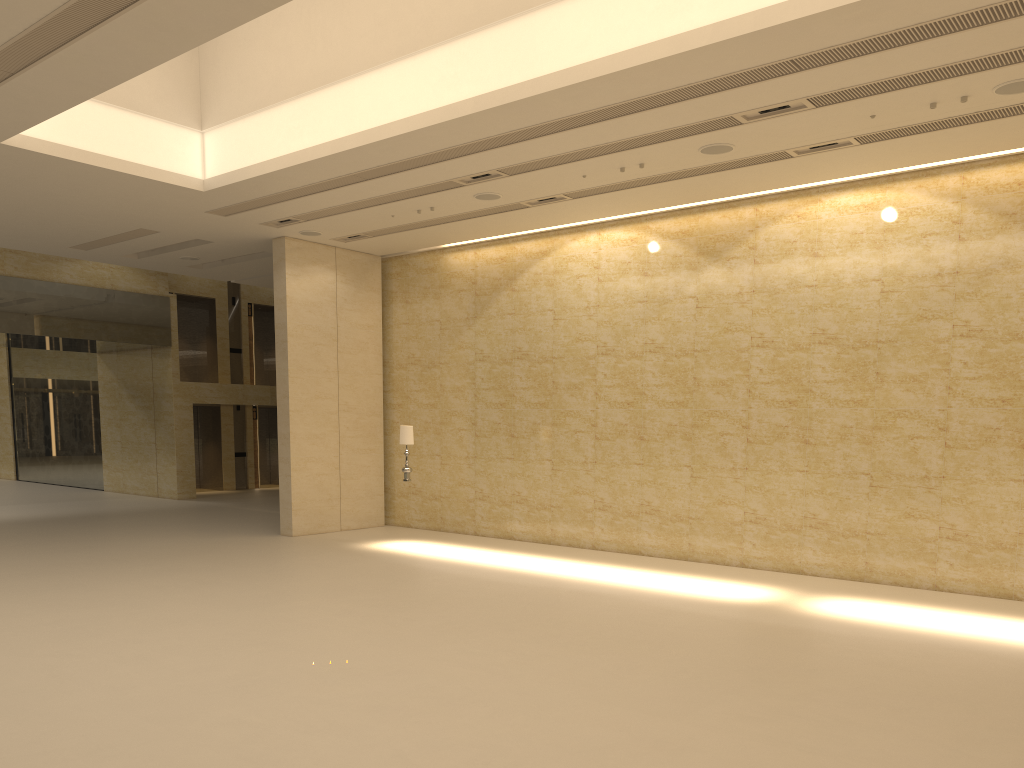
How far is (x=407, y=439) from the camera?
15.98m

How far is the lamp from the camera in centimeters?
1598cm

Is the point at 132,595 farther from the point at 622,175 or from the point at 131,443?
the point at 131,443

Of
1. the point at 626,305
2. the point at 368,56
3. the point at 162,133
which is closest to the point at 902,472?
the point at 626,305

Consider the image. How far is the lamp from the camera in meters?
16.0
